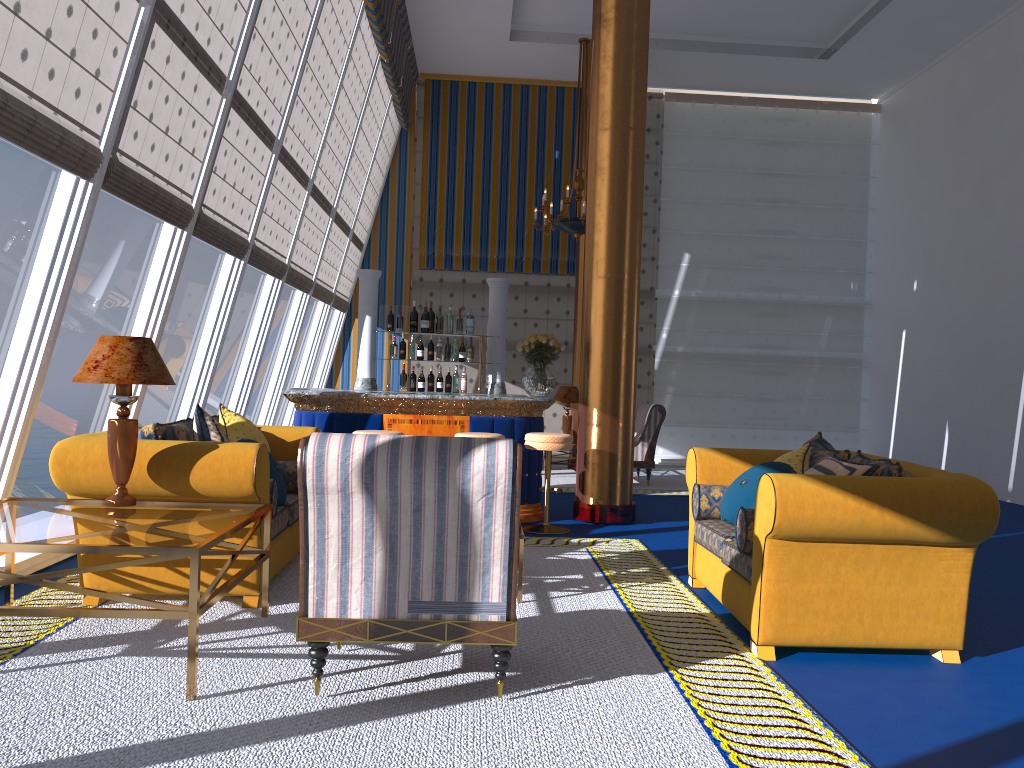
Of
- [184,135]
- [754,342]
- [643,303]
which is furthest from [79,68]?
[754,342]

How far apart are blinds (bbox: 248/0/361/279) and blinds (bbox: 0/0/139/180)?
3.20m

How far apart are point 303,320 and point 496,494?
8.1 meters

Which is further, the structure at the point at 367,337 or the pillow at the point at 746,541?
the structure at the point at 367,337

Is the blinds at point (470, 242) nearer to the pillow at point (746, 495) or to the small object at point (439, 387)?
Answer: the small object at point (439, 387)

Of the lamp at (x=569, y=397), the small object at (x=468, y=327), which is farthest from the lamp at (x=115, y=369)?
the lamp at (x=569, y=397)

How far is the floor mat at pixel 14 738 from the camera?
2.79m

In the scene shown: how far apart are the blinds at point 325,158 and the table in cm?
485

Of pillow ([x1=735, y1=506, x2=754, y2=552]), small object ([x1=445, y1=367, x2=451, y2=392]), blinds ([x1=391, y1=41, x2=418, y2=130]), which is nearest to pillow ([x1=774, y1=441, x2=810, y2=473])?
pillow ([x1=735, y1=506, x2=754, y2=552])

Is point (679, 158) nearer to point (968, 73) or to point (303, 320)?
point (968, 73)
